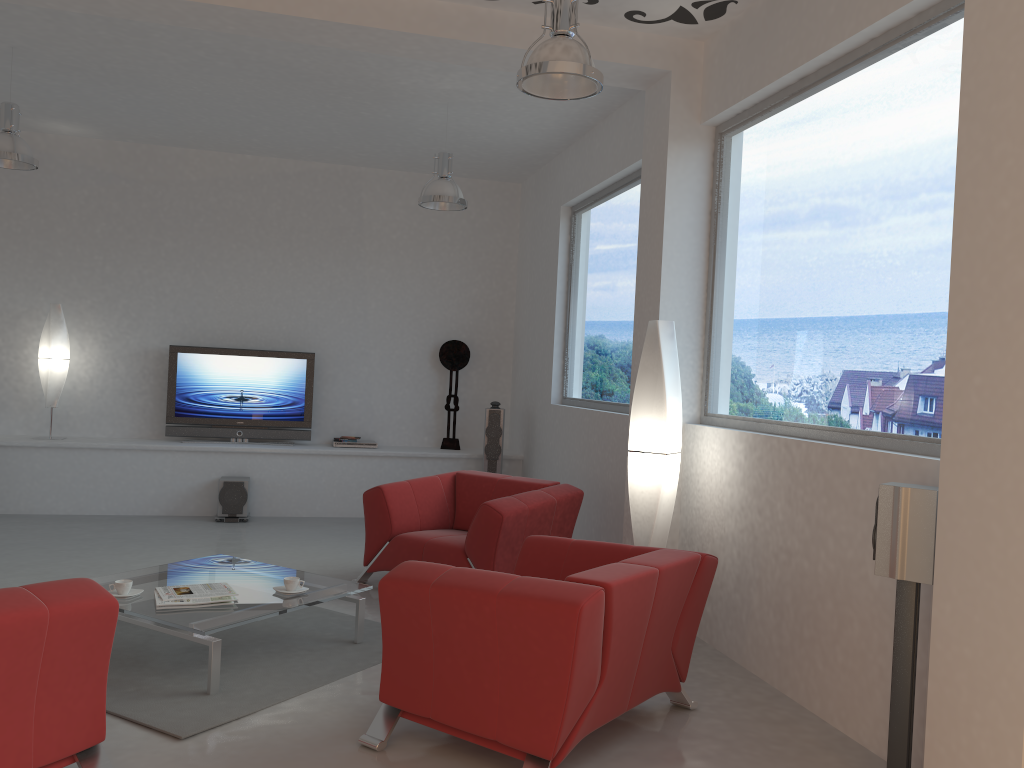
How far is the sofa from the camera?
2.7m

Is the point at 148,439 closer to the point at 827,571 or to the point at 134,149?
the point at 134,149

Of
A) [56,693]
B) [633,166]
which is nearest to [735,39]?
[633,166]

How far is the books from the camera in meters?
4.1 m

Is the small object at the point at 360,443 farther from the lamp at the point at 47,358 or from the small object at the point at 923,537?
the small object at the point at 923,537

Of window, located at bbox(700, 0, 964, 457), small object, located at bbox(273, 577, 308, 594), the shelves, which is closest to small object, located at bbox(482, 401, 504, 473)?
the shelves

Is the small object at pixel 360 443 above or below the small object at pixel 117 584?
above

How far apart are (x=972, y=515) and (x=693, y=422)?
2.6m

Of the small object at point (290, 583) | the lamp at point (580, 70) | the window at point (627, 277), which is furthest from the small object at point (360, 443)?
the lamp at point (580, 70)

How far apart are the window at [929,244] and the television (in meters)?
4.66
